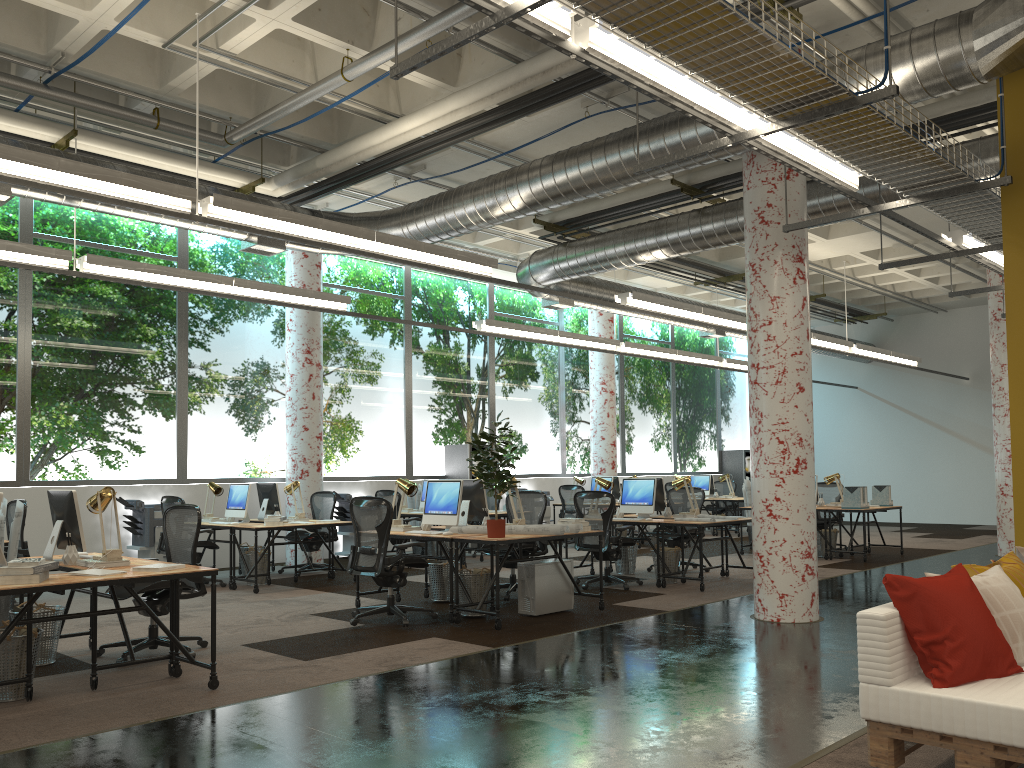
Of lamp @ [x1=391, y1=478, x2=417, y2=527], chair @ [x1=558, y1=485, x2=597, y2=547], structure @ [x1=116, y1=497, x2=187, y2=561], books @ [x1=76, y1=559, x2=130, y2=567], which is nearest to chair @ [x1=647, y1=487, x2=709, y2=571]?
chair @ [x1=558, y1=485, x2=597, y2=547]

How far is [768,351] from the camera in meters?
7.6

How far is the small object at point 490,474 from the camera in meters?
7.3

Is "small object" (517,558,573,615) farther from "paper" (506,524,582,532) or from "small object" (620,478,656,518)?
"small object" (620,478,656,518)

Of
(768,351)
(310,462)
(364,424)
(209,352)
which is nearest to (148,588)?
(768,351)

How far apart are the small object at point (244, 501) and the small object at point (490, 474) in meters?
4.2 m

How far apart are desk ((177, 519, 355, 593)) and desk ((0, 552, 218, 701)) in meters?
3.2 m

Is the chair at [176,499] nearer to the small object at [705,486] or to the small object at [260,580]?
the small object at [260,580]

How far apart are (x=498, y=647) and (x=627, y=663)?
1.05m

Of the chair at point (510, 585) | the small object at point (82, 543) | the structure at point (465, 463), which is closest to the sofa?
the small object at point (82, 543)
